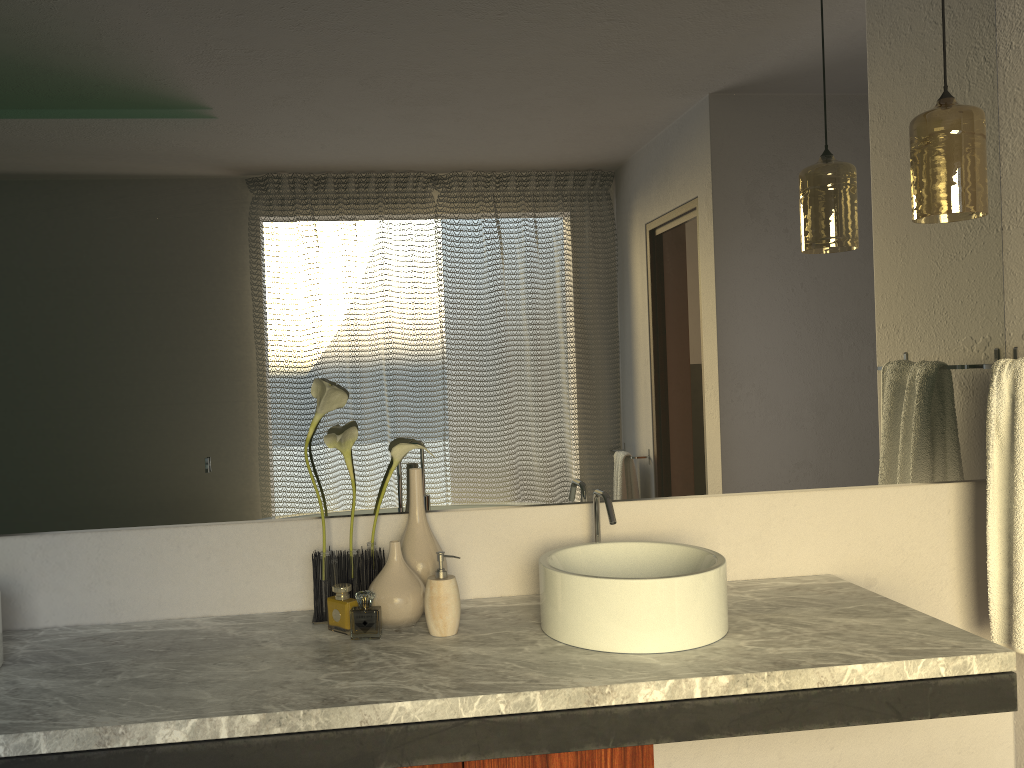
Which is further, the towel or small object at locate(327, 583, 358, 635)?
the towel

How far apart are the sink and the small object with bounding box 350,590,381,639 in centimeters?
34cm

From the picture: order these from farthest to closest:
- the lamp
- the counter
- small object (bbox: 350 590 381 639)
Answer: small object (bbox: 350 590 381 639) → the lamp → the counter

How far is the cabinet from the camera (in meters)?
1.49

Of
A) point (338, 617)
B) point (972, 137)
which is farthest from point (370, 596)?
point (972, 137)

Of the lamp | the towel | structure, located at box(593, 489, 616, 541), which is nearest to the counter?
structure, located at box(593, 489, 616, 541)

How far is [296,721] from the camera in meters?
1.3 m

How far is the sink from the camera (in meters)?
1.56

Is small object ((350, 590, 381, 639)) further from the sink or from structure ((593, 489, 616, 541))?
structure ((593, 489, 616, 541))

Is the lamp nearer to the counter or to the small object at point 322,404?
the counter
